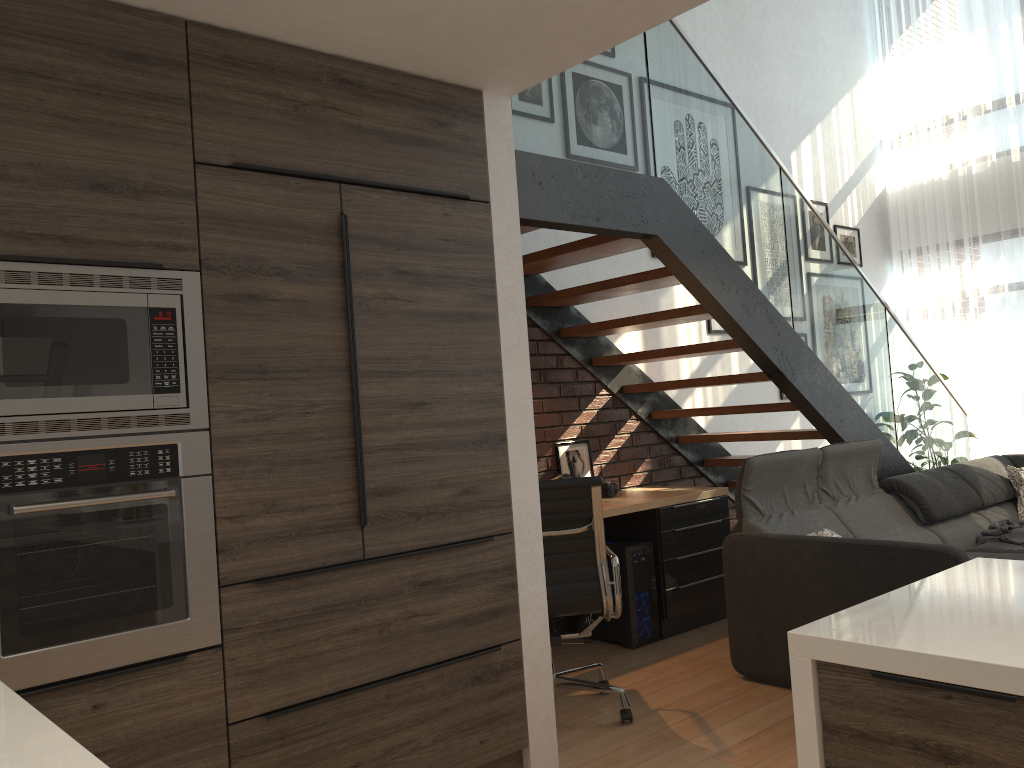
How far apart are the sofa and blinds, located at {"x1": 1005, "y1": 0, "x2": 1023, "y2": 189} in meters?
3.0 m

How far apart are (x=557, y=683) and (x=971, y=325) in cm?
549

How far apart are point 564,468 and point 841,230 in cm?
383

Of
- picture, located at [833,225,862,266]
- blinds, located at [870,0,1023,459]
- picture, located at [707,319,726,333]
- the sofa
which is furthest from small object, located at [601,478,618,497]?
blinds, located at [870,0,1023,459]

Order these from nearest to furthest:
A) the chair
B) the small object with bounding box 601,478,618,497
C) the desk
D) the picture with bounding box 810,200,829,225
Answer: the chair
the desk
the small object with bounding box 601,478,618,497
the picture with bounding box 810,200,829,225

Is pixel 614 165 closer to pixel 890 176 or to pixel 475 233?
pixel 475 233

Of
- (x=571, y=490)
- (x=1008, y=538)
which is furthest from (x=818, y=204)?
(x=571, y=490)

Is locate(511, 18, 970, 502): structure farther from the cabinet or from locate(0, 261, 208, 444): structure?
locate(0, 261, 208, 444): structure

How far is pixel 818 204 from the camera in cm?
722

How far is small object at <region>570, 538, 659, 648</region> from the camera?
4.6 meters
